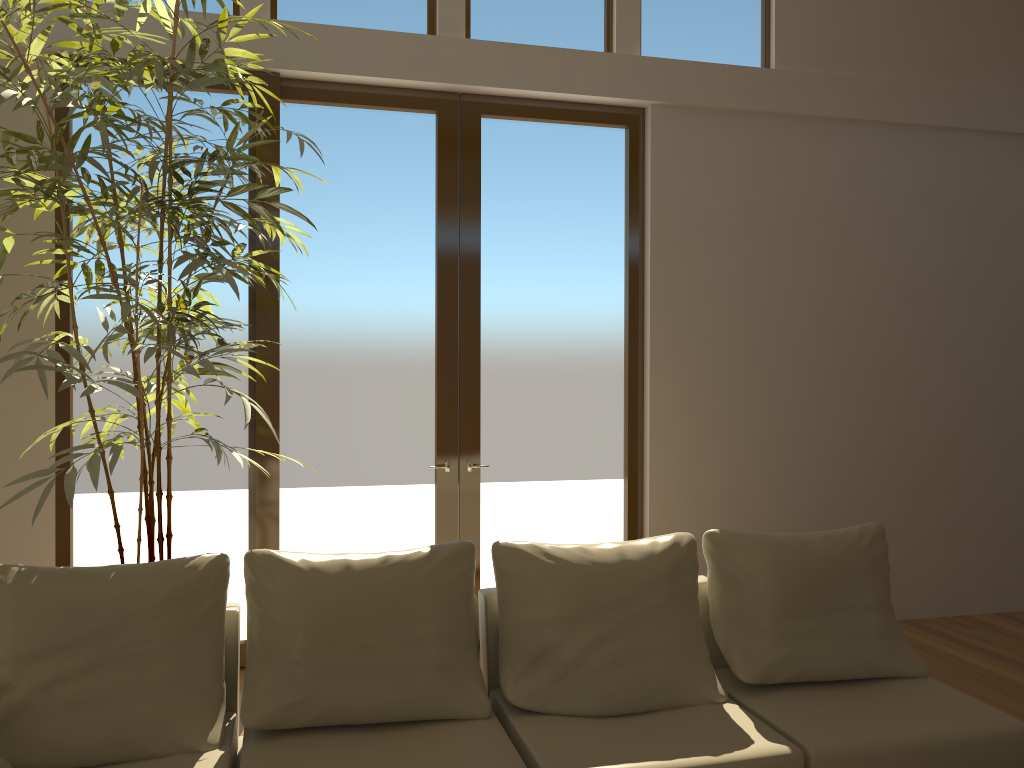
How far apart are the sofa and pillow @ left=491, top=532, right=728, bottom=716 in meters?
0.0

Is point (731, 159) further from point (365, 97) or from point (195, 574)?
point (195, 574)

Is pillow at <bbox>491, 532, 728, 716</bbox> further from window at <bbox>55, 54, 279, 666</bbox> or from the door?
window at <bbox>55, 54, 279, 666</bbox>

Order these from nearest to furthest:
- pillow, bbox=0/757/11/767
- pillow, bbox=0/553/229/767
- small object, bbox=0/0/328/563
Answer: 1. pillow, bbox=0/757/11/767
2. pillow, bbox=0/553/229/767
3. small object, bbox=0/0/328/563

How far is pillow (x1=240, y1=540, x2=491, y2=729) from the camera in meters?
2.9

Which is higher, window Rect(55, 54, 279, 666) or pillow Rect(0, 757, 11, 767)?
window Rect(55, 54, 279, 666)

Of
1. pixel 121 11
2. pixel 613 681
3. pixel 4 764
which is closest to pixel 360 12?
pixel 121 11

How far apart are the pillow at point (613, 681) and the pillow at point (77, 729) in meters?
0.9

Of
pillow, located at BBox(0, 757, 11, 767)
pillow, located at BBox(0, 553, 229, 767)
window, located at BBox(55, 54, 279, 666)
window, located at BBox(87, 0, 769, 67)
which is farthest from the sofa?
window, located at BBox(87, 0, 769, 67)

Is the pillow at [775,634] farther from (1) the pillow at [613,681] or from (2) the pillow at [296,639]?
(2) the pillow at [296,639]
